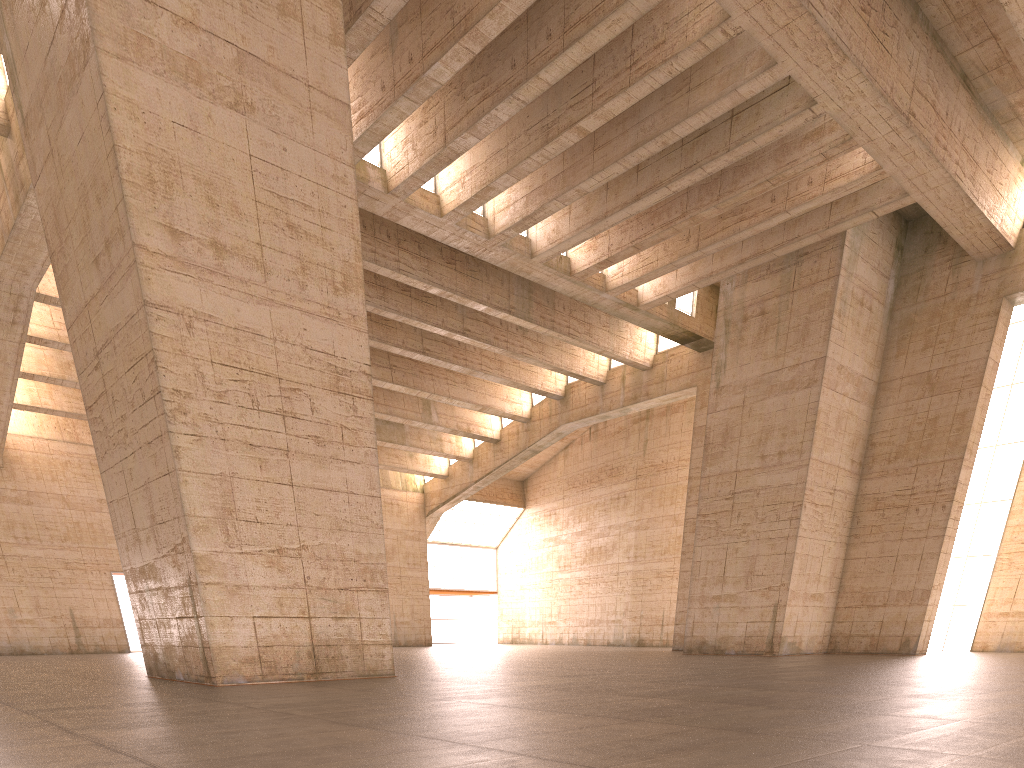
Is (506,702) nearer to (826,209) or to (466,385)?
(826,209)

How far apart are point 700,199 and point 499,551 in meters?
29.4 m
